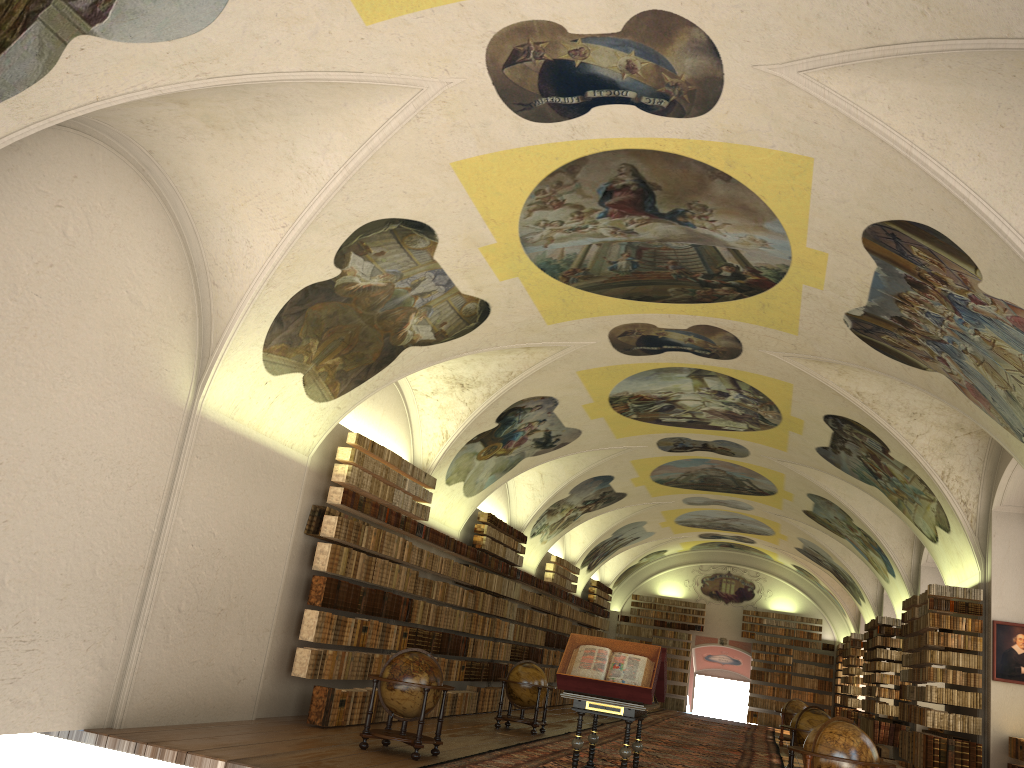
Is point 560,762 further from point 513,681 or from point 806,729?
point 806,729

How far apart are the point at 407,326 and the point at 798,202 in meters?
6.4

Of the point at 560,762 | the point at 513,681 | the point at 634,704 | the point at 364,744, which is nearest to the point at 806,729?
the point at 560,762

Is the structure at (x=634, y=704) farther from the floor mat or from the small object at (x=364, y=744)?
the small object at (x=364, y=744)

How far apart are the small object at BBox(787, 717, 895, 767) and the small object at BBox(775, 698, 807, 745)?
16.9 meters

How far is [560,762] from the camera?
14.01m

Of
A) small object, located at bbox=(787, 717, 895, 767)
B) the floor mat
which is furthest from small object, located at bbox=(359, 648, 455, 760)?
small object, located at bbox=(787, 717, 895, 767)

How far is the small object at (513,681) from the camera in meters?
18.4

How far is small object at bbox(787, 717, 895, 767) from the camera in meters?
10.6 m

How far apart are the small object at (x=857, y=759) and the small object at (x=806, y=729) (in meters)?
5.99
